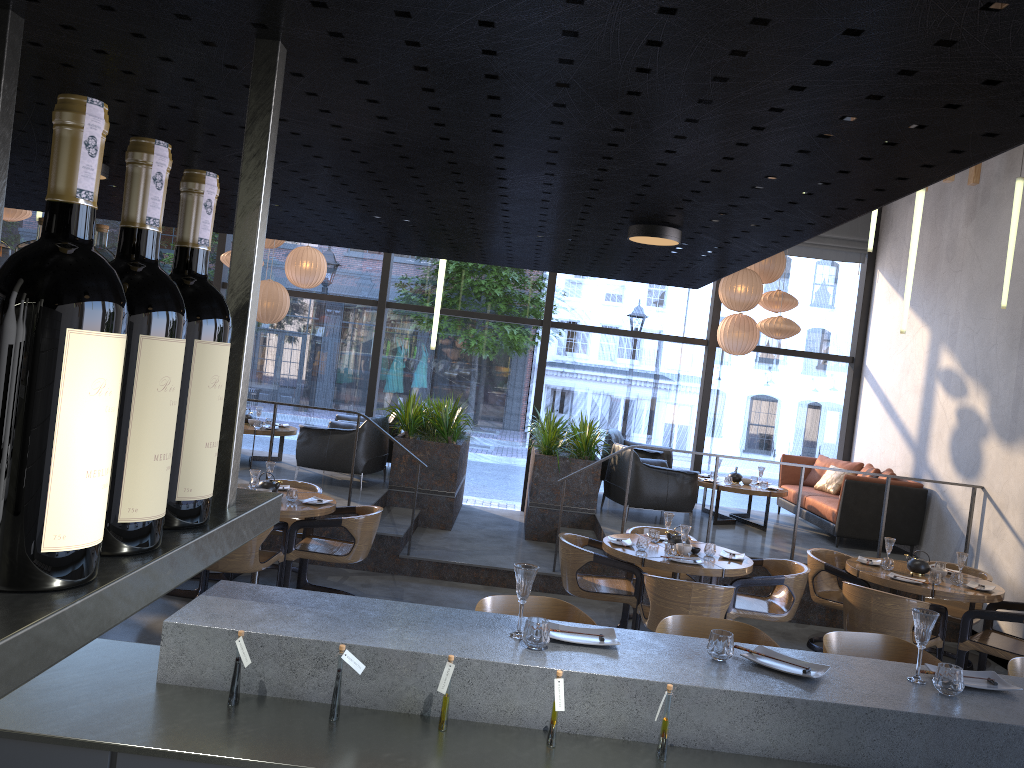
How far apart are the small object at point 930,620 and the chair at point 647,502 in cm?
596

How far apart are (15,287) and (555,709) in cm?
209

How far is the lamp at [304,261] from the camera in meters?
9.9

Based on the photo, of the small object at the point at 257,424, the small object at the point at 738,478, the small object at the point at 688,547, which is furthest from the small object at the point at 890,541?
the small object at the point at 257,424

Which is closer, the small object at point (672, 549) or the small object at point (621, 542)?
the small object at point (672, 549)

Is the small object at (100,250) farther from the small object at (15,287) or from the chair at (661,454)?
the chair at (661,454)

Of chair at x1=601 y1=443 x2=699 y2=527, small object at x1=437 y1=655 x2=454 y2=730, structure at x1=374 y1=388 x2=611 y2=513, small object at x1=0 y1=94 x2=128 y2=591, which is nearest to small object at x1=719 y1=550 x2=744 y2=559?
chair at x1=601 y1=443 x2=699 y2=527

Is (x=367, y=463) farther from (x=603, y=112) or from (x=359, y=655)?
(x=603, y=112)

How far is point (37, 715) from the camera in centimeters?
227cm

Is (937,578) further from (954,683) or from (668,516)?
(954,683)
